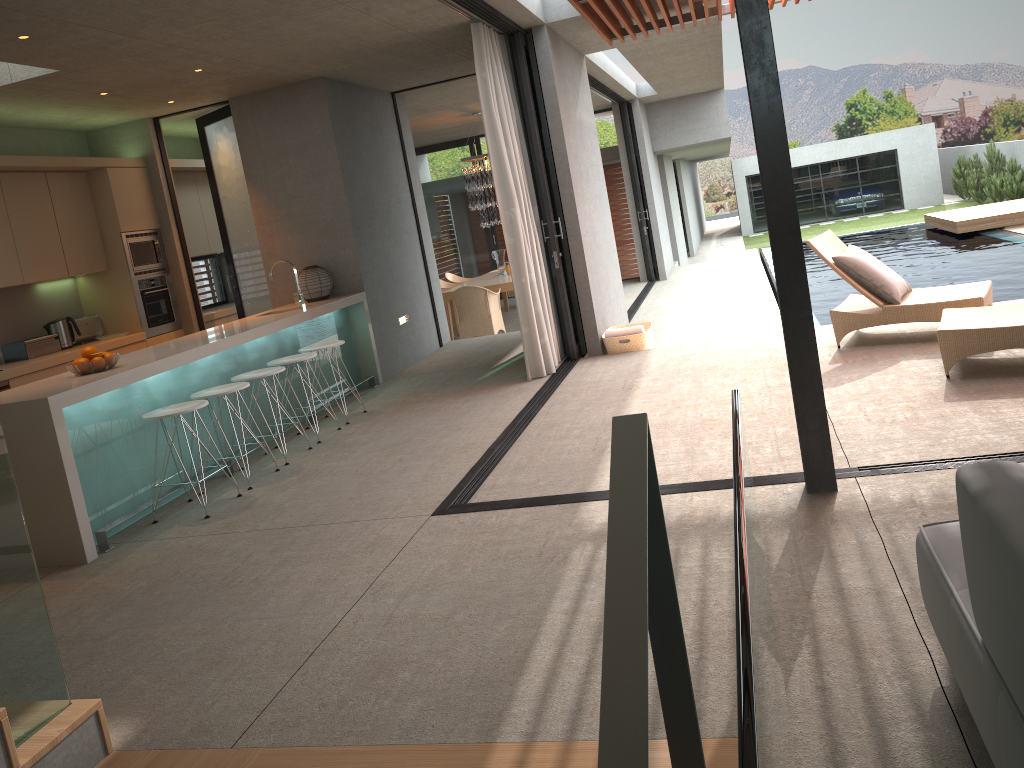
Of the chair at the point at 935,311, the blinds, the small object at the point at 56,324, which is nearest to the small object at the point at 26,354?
the small object at the point at 56,324

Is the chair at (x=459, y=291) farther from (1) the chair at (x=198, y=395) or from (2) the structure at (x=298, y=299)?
(1) the chair at (x=198, y=395)

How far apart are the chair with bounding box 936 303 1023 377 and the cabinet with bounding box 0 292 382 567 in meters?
4.6 m

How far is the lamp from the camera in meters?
13.1 m

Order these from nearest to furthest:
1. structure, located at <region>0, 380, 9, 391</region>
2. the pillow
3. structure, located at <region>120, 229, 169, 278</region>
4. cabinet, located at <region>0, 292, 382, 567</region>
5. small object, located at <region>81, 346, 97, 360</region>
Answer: cabinet, located at <region>0, 292, 382, 567</region>
small object, located at <region>81, 346, 97, 360</region>
the pillow
structure, located at <region>0, 380, 9, 391</region>
structure, located at <region>120, 229, 169, 278</region>

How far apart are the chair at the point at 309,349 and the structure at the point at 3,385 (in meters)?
2.31

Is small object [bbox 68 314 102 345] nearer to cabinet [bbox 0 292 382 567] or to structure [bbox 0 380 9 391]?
structure [bbox 0 380 9 391]

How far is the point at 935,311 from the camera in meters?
6.1

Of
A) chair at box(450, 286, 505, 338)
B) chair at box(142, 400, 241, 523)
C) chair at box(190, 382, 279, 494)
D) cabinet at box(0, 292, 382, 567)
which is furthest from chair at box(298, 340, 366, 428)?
chair at box(450, 286, 505, 338)

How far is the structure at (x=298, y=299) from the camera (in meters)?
7.67
